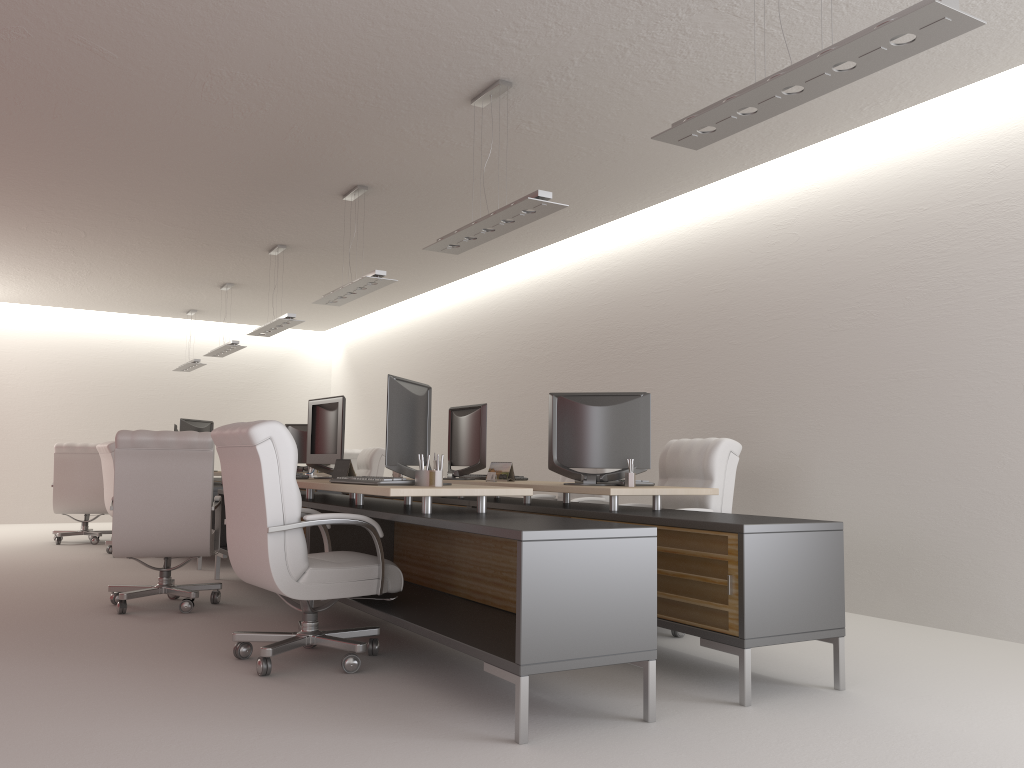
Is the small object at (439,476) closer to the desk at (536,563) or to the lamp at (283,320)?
the desk at (536,563)

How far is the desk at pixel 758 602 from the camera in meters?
5.2

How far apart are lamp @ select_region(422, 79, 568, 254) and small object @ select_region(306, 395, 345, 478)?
1.6 meters

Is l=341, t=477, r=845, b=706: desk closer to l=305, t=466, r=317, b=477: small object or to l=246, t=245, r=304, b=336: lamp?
l=305, t=466, r=317, b=477: small object

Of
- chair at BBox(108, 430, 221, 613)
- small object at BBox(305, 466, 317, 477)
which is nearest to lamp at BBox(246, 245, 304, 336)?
small object at BBox(305, 466, 317, 477)

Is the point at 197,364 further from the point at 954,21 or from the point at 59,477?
the point at 954,21

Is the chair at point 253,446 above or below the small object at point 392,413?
below

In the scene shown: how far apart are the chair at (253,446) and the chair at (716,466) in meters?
2.8

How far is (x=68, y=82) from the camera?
7.6 meters

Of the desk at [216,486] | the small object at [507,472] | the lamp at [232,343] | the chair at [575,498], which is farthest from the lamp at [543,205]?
the lamp at [232,343]
